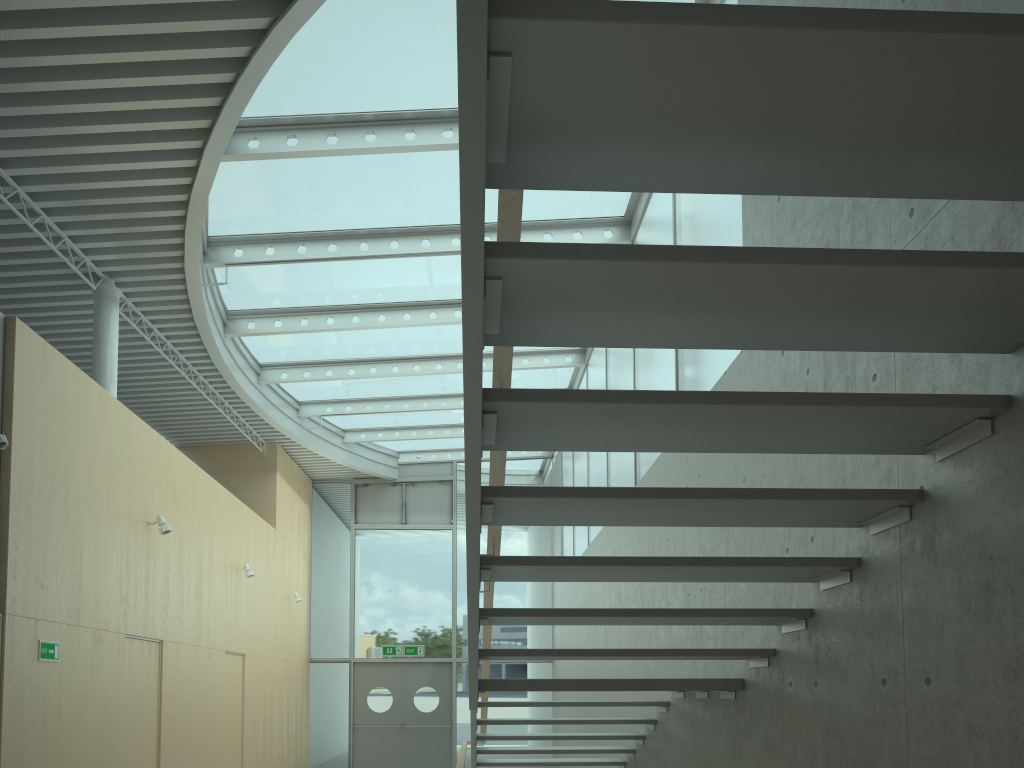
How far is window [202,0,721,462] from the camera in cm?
675

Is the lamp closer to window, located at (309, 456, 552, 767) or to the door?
window, located at (309, 456, 552, 767)

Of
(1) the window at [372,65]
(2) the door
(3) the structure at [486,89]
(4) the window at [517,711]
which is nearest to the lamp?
(1) the window at [372,65]

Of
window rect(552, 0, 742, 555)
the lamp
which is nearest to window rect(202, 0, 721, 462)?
window rect(552, 0, 742, 555)

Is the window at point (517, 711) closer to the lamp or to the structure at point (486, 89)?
the structure at point (486, 89)

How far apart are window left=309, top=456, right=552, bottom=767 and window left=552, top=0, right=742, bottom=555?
2.2 meters

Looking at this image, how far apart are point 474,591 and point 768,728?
1.86m

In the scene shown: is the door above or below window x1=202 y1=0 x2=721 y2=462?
below

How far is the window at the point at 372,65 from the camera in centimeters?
675cm

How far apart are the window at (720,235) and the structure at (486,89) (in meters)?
1.86
